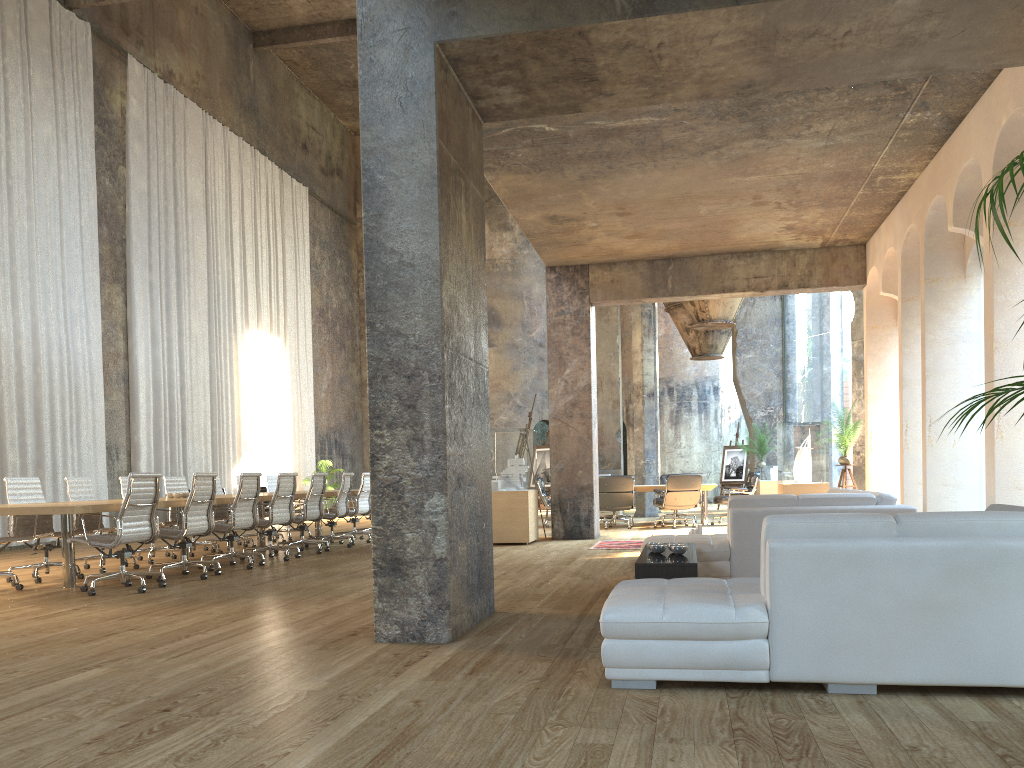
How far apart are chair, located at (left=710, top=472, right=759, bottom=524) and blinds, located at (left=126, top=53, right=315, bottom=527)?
10.09m

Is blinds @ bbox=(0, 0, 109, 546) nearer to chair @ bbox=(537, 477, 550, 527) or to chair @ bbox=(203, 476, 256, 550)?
chair @ bbox=(203, 476, 256, 550)

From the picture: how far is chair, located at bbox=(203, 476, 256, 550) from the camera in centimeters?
1215cm

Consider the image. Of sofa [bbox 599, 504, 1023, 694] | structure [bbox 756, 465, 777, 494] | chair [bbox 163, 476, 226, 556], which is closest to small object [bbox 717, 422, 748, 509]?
structure [bbox 756, 465, 777, 494]

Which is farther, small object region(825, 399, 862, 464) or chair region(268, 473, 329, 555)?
small object region(825, 399, 862, 464)

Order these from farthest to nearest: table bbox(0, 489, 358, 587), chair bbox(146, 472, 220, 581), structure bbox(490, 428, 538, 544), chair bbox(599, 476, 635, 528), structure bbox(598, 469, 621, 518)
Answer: structure bbox(598, 469, 621, 518) → chair bbox(599, 476, 635, 528) → structure bbox(490, 428, 538, 544) → chair bbox(146, 472, 220, 581) → table bbox(0, 489, 358, 587)

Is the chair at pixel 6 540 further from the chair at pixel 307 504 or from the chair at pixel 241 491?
the chair at pixel 307 504

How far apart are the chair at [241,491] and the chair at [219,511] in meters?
2.8 m

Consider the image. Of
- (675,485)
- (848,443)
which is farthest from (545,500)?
(848,443)

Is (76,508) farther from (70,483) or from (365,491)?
(365,491)
